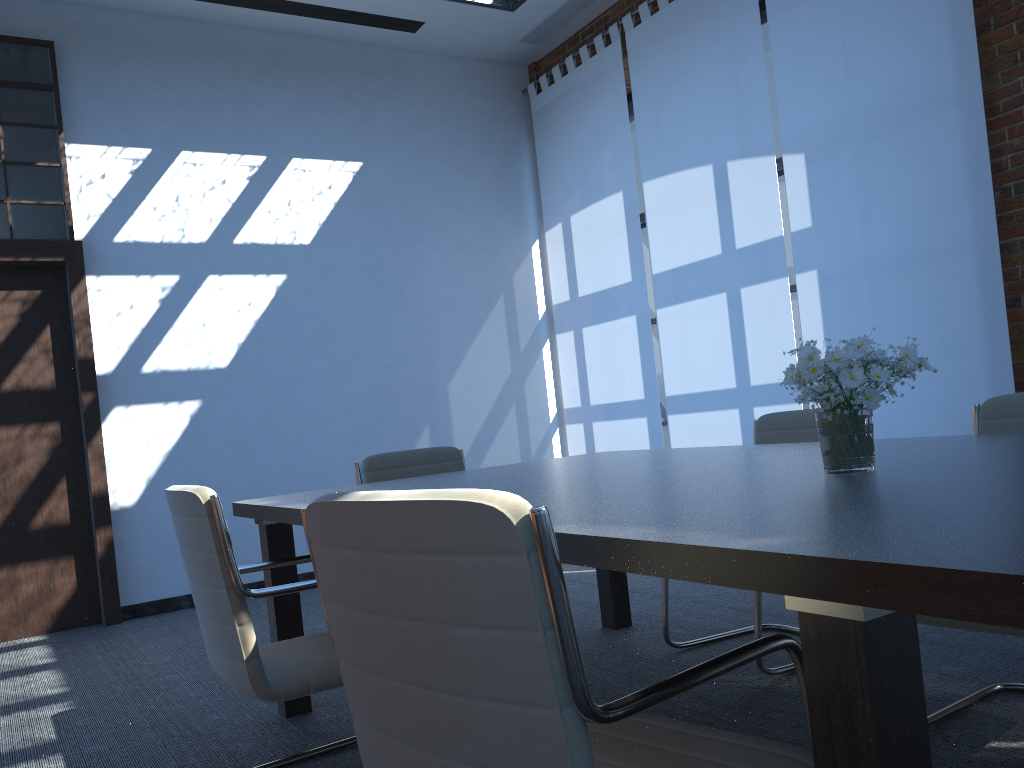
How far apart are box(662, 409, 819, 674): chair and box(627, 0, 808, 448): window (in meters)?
2.36

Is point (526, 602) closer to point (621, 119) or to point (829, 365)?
point (829, 365)

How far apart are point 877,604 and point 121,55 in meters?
6.3

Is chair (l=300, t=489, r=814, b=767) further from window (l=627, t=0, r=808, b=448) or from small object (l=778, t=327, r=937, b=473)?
window (l=627, t=0, r=808, b=448)

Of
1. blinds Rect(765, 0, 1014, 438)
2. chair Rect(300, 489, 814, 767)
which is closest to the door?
blinds Rect(765, 0, 1014, 438)

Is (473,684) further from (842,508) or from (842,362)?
(842,362)

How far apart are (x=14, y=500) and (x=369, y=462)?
2.86m

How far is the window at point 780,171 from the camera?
6.0m

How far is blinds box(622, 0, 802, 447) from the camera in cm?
544

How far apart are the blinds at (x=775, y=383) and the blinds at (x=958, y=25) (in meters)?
0.10
